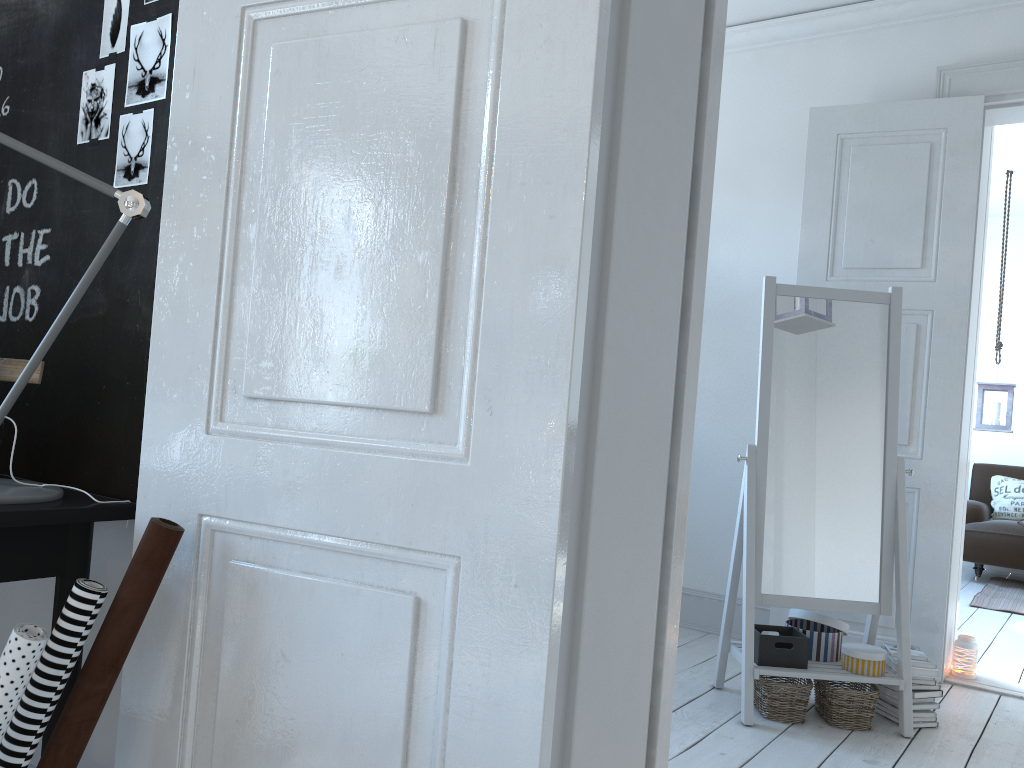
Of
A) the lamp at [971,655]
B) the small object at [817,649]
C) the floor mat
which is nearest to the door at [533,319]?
the small object at [817,649]

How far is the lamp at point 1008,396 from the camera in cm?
579

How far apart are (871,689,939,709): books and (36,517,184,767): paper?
2.6 meters

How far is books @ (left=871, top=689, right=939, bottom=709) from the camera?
2.9m

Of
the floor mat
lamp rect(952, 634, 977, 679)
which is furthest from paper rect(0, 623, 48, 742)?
the floor mat

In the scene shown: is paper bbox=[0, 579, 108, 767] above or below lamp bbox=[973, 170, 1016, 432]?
below

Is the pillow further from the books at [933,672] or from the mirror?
the books at [933,672]

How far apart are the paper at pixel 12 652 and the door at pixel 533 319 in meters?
0.2

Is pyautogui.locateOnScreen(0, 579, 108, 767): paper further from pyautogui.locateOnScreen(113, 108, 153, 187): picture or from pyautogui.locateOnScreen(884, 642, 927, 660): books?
pyautogui.locateOnScreen(884, 642, 927, 660): books

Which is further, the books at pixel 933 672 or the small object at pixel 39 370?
the books at pixel 933 672
